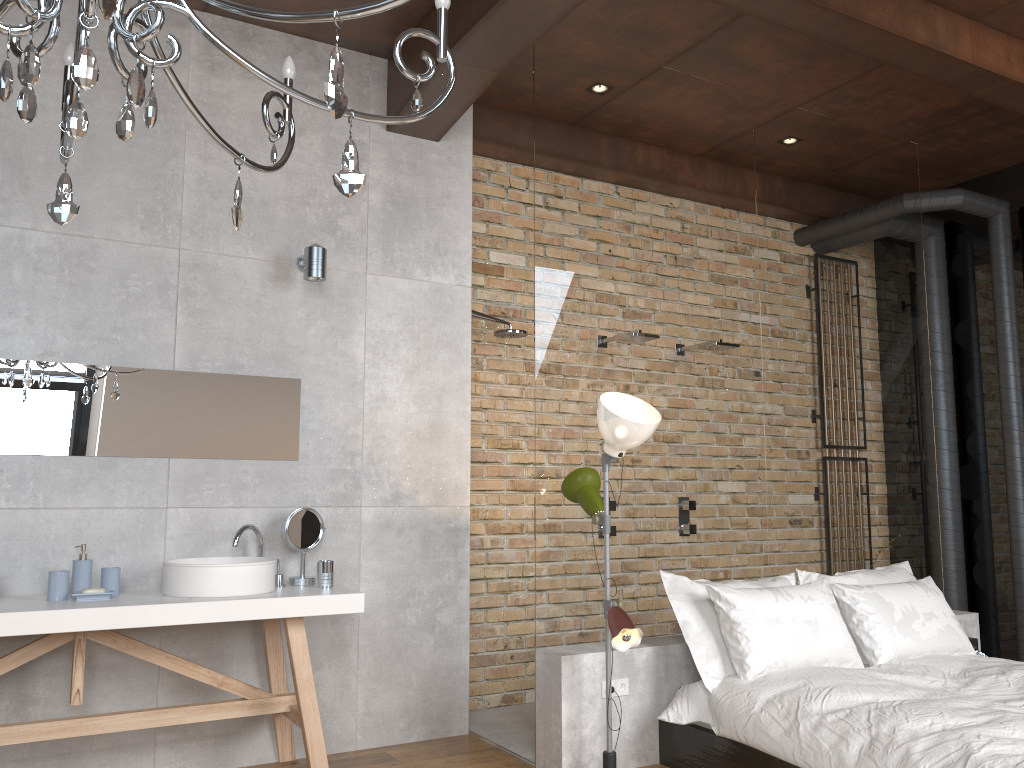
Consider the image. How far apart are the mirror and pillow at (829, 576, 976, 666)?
2.61m

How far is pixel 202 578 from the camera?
3.39m

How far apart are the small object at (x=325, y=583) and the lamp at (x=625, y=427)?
1.0 meters

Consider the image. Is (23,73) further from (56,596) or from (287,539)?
(287,539)

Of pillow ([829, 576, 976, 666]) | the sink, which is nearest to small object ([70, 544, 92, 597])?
the sink

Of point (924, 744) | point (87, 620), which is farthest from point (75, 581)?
point (924, 744)

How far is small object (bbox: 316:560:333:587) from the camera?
3.76m

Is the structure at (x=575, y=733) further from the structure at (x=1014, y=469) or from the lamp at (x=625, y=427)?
the structure at (x=1014, y=469)

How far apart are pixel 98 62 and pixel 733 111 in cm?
315

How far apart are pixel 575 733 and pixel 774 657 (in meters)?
0.88
